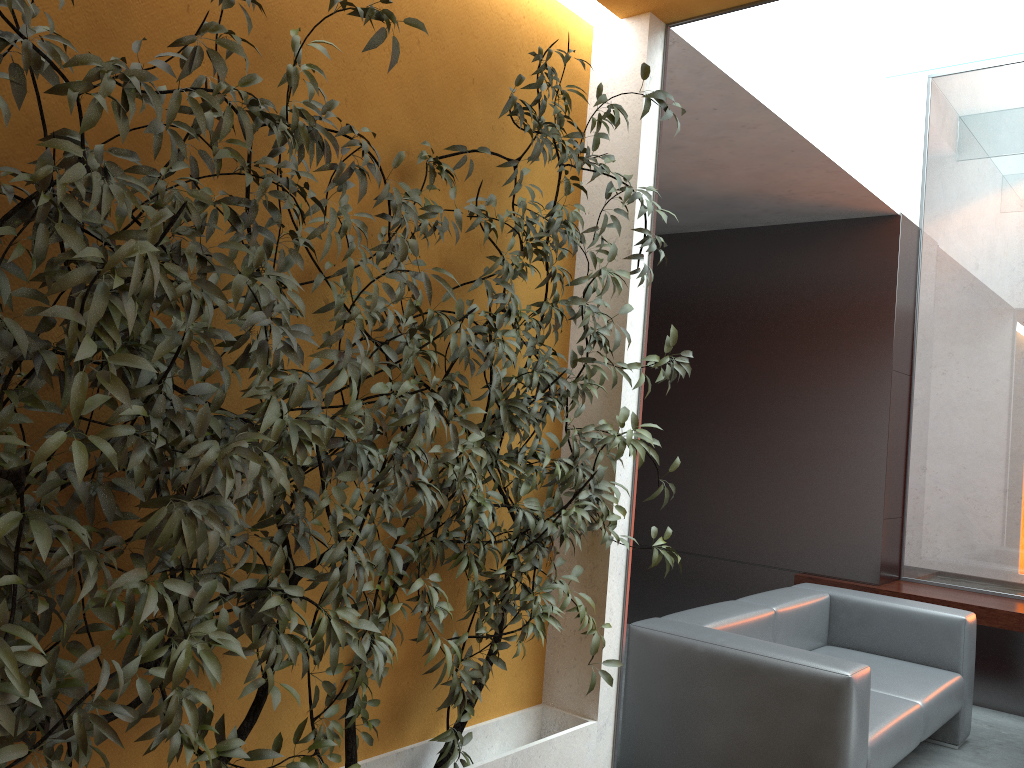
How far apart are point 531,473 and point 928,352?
4.3 meters

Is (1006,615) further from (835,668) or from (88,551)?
(88,551)

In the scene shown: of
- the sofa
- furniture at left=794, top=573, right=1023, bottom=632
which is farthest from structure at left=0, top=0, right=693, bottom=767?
furniture at left=794, top=573, right=1023, bottom=632

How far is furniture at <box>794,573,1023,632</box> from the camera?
5.1 meters

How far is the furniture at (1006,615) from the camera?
5.1m

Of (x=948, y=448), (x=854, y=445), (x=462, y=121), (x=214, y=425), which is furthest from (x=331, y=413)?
Answer: (x=948, y=448)

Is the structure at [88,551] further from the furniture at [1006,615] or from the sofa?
the furniture at [1006,615]

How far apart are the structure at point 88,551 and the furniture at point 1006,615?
3.15m

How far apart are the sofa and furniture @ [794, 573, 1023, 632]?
0.79m

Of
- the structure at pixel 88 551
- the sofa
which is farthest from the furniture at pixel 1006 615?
the structure at pixel 88 551
